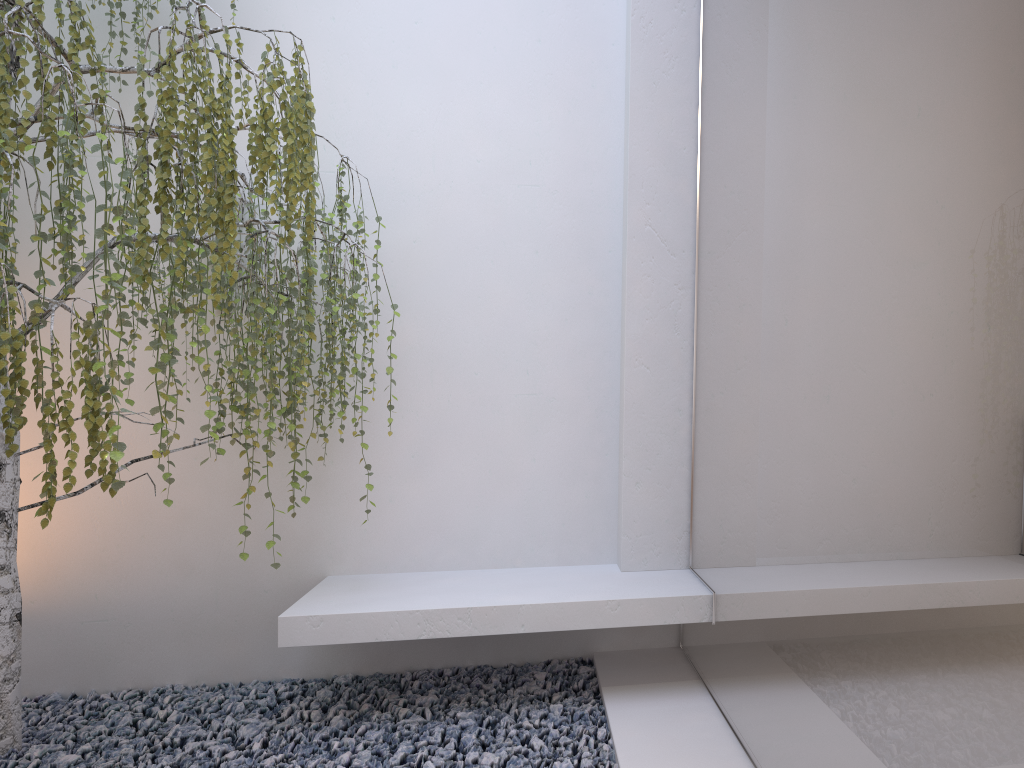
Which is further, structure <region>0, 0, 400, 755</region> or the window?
structure <region>0, 0, 400, 755</region>

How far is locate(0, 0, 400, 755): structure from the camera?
2.30m

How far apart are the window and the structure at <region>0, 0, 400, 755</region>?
1.1 meters

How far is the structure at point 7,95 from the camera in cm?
230

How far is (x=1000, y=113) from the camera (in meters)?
1.14

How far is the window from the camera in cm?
114

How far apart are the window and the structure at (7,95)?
1.1 meters
